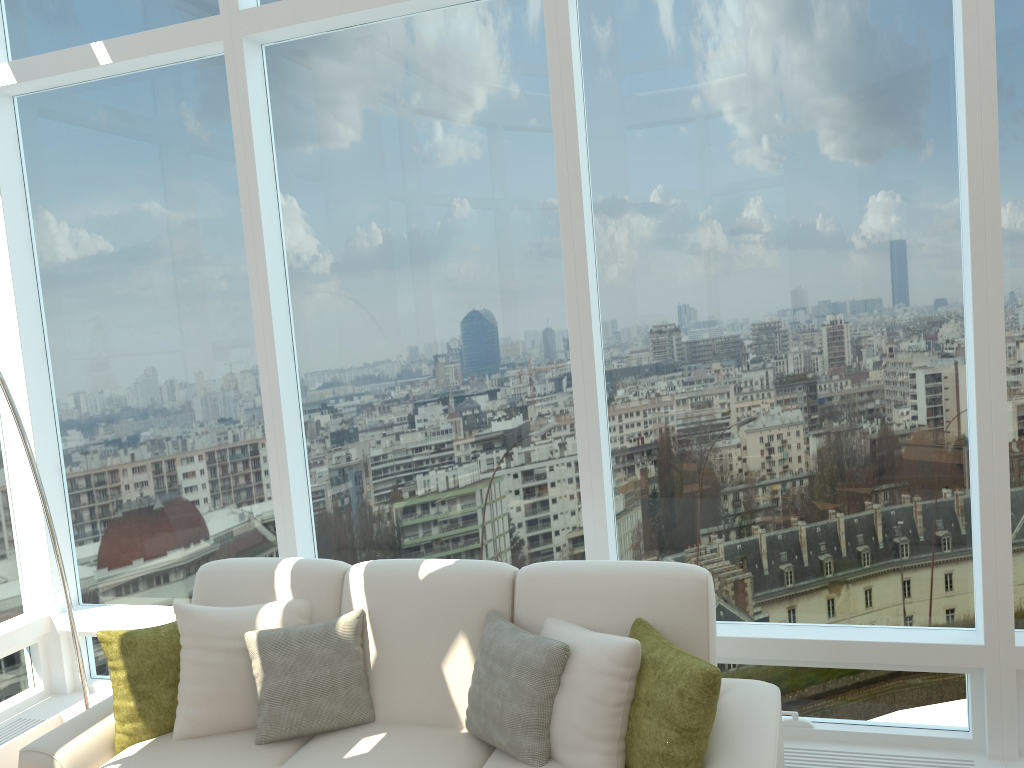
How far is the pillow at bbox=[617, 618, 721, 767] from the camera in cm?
258

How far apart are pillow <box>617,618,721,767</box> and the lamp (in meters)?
2.58

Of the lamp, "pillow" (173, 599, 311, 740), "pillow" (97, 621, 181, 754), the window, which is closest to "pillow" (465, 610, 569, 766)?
the window

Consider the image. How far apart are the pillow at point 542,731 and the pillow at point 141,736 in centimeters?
113cm

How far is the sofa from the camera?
3.0m

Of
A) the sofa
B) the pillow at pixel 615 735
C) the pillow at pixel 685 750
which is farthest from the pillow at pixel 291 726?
the pillow at pixel 685 750

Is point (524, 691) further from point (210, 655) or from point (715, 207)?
point (715, 207)

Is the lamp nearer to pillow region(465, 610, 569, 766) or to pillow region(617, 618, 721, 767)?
pillow region(465, 610, 569, 766)

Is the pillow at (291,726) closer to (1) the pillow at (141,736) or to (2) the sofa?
(2) the sofa

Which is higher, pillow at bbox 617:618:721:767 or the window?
the window
